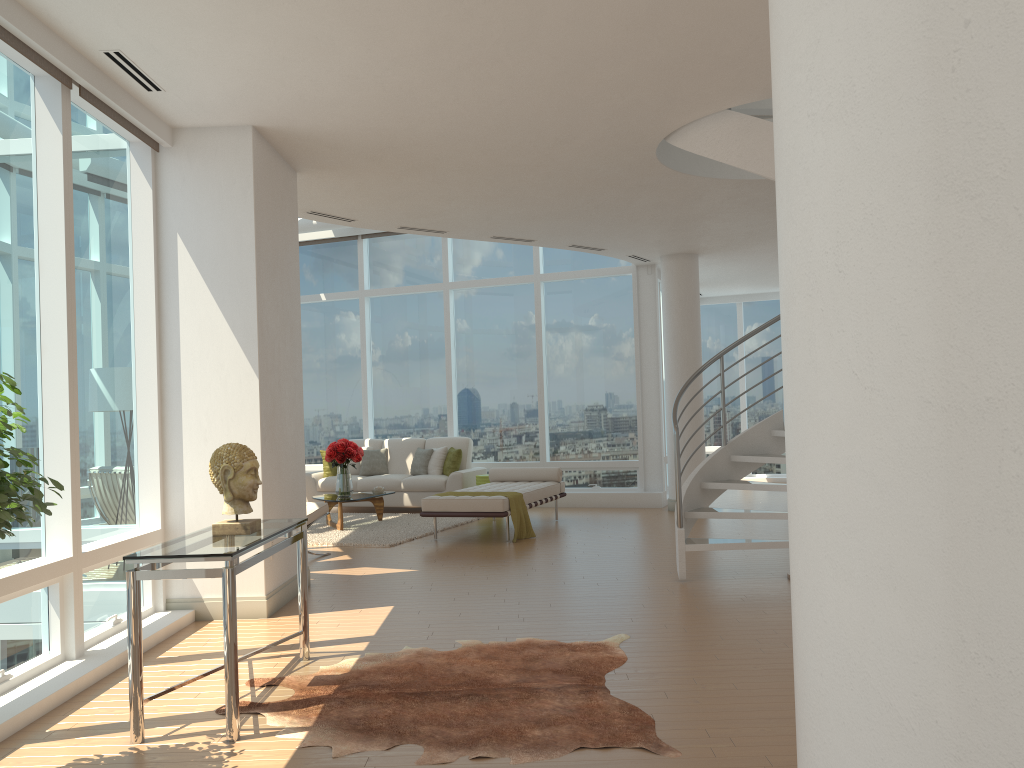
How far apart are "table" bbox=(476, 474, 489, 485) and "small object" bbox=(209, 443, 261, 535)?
7.6 meters

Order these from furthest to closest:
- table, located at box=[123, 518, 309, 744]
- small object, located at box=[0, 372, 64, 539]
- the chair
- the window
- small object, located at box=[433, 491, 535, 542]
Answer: small object, located at box=[433, 491, 535, 542]
the chair
the window
table, located at box=[123, 518, 309, 744]
small object, located at box=[0, 372, 64, 539]

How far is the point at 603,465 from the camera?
12.6 meters

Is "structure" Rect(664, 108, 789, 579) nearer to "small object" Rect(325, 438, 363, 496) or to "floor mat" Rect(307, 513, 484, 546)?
"floor mat" Rect(307, 513, 484, 546)

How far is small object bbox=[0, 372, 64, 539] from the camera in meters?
2.9

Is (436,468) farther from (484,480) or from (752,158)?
(752,158)

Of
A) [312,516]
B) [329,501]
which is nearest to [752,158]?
[312,516]

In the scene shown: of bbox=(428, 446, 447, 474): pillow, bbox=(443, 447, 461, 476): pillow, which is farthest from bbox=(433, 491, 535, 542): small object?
bbox=(428, 446, 447, 474): pillow

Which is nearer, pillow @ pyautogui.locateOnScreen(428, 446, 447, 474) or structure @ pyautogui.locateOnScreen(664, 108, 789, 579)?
structure @ pyautogui.locateOnScreen(664, 108, 789, 579)

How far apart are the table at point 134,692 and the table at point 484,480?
7.0 meters
